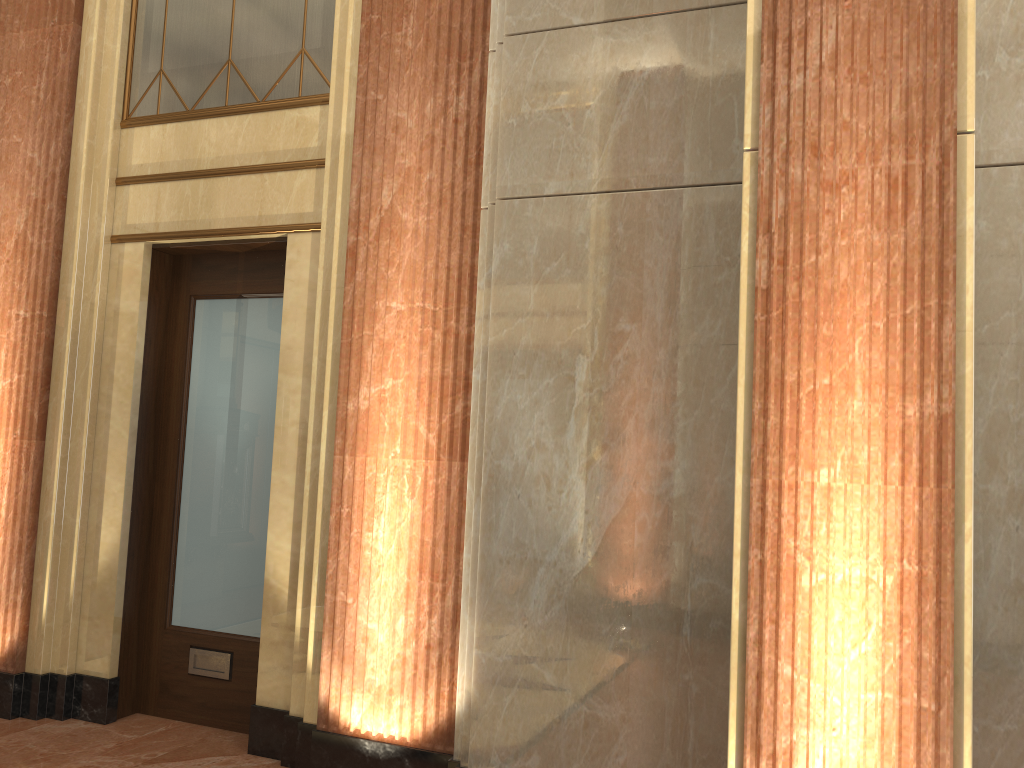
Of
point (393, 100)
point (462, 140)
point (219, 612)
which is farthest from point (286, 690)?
point (393, 100)
